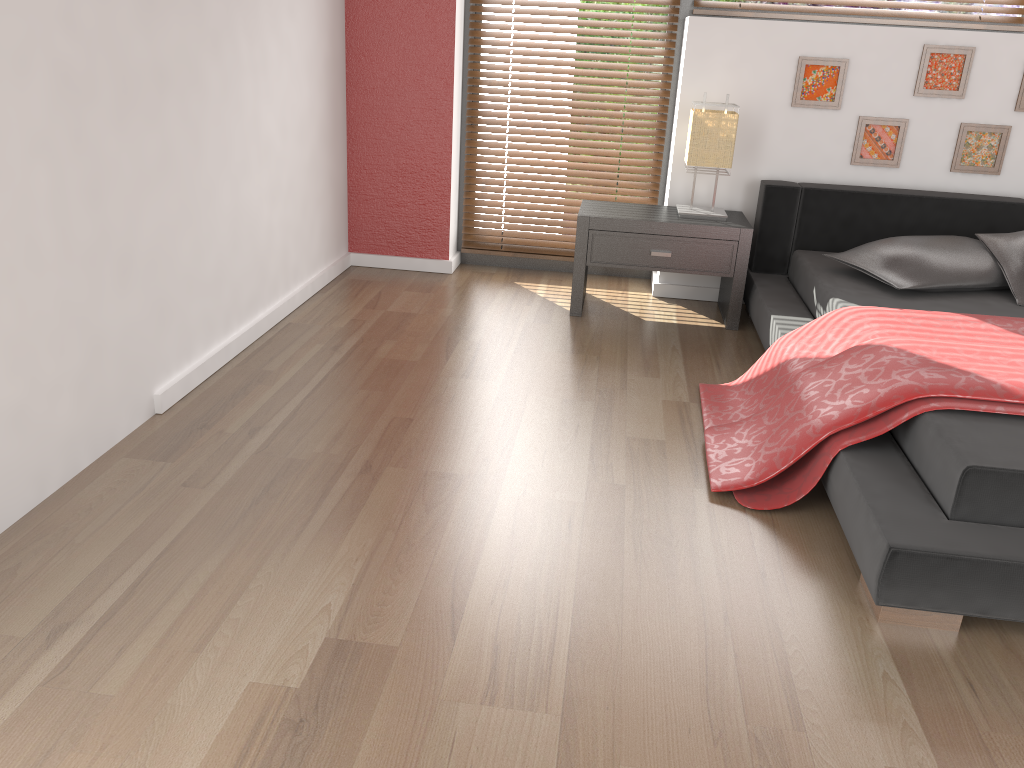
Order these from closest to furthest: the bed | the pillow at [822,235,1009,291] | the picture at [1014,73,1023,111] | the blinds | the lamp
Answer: the bed → the pillow at [822,235,1009,291] → the lamp → the picture at [1014,73,1023,111] → the blinds

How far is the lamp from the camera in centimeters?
352cm

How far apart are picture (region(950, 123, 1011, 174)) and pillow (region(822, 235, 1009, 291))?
0.56m

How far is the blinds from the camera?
4.01m

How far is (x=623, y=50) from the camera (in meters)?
4.01

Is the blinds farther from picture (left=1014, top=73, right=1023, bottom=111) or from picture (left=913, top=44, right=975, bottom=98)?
picture (left=1014, top=73, right=1023, bottom=111)

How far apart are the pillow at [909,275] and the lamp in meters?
0.5 m

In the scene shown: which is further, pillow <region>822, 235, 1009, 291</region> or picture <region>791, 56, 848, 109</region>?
picture <region>791, 56, 848, 109</region>

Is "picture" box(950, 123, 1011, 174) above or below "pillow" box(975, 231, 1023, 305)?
above

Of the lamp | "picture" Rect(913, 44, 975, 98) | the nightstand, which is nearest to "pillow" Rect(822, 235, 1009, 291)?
the nightstand
